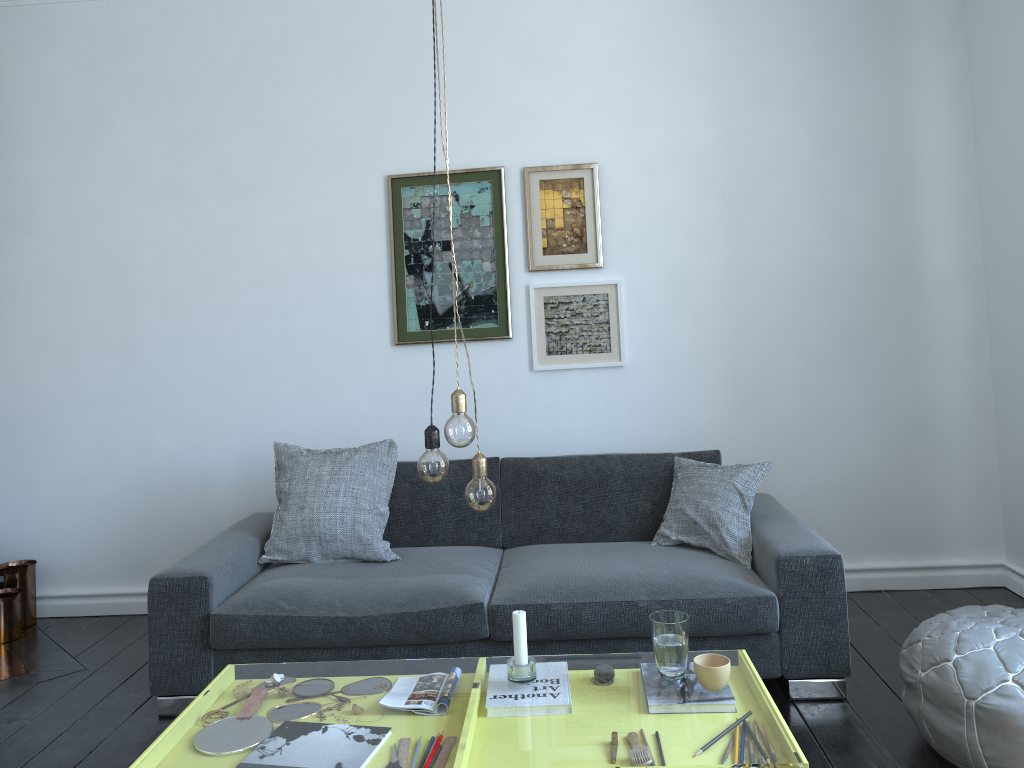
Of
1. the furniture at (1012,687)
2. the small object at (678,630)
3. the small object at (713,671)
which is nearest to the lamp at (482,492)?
the small object at (678,630)

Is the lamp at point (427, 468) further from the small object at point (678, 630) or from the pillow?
the pillow

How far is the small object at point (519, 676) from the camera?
2.3 meters

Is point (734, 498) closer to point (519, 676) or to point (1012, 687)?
point (1012, 687)

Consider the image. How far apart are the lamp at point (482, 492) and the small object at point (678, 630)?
0.5m

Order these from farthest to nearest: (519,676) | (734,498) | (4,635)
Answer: (4,635) → (734,498) → (519,676)

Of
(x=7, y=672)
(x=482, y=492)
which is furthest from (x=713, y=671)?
(x=7, y=672)

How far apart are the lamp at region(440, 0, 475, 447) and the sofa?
1.17m

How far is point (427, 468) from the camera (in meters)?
2.07

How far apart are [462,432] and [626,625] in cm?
130
